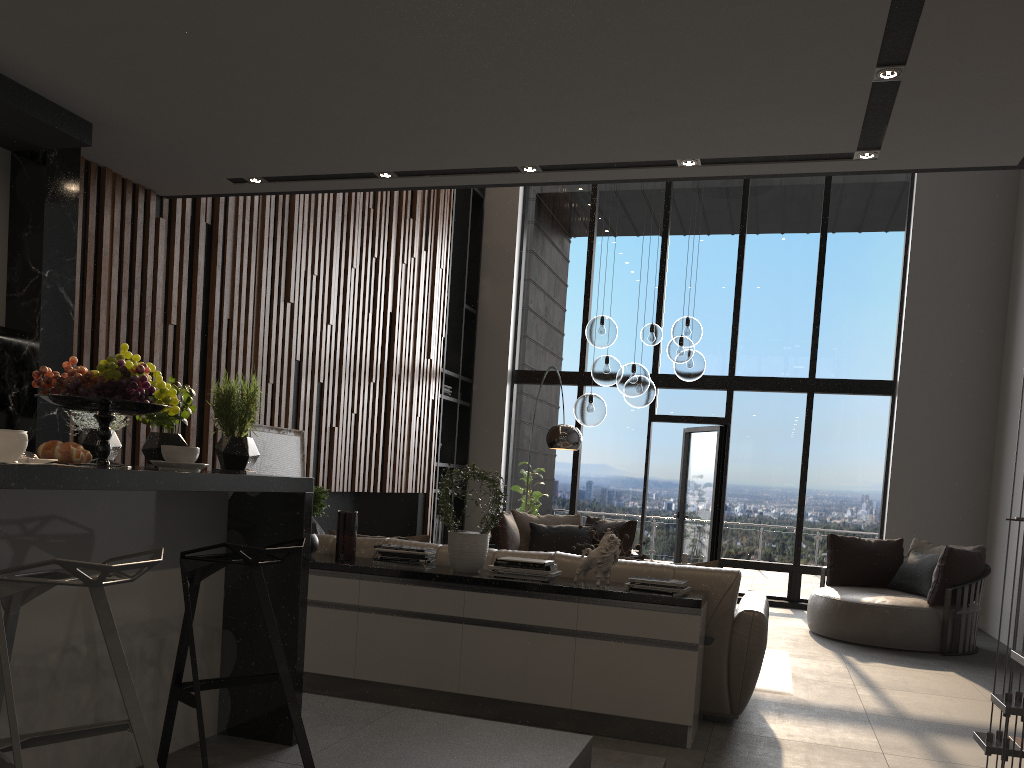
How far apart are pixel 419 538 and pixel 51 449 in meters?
3.0

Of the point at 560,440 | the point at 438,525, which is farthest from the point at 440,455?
the point at 560,440

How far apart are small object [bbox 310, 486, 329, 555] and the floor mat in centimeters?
273cm

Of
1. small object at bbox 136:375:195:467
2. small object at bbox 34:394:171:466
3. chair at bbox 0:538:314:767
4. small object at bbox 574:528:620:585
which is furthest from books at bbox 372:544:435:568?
small object at bbox 34:394:171:466

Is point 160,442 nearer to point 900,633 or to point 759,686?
point 759,686

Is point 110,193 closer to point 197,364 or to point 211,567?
point 197,364

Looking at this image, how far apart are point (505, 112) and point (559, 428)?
4.25m

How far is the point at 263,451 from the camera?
5.98m

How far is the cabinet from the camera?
2.3 meters

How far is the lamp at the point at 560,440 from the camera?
7.6m
